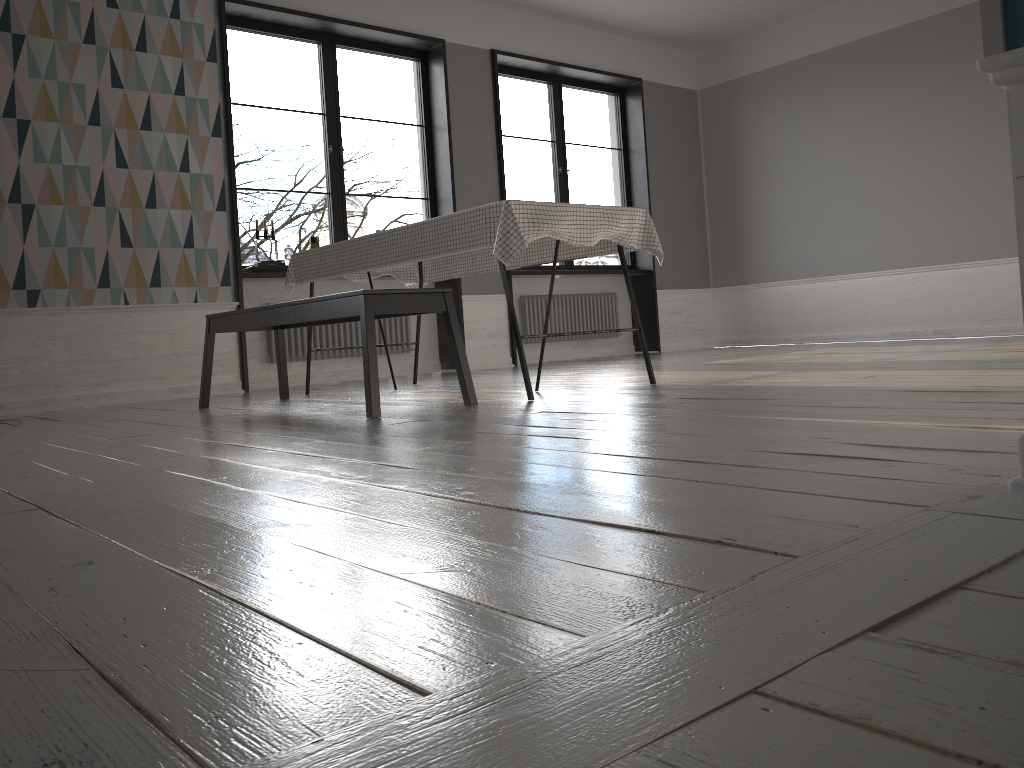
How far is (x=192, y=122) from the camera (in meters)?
5.62

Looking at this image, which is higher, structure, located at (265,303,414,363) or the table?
the table

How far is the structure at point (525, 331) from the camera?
7.7m

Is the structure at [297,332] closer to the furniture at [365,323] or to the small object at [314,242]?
the small object at [314,242]

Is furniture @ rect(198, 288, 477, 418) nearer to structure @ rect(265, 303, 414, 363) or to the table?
the table

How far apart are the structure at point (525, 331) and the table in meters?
2.4 m

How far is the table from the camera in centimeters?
345cm

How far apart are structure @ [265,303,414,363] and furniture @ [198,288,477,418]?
1.6m

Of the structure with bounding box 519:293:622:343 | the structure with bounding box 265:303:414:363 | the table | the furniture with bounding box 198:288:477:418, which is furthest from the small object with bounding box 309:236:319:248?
the structure with bounding box 519:293:622:343

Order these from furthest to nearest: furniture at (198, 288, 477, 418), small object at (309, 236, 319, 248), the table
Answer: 1. small object at (309, 236, 319, 248)
2. the table
3. furniture at (198, 288, 477, 418)
